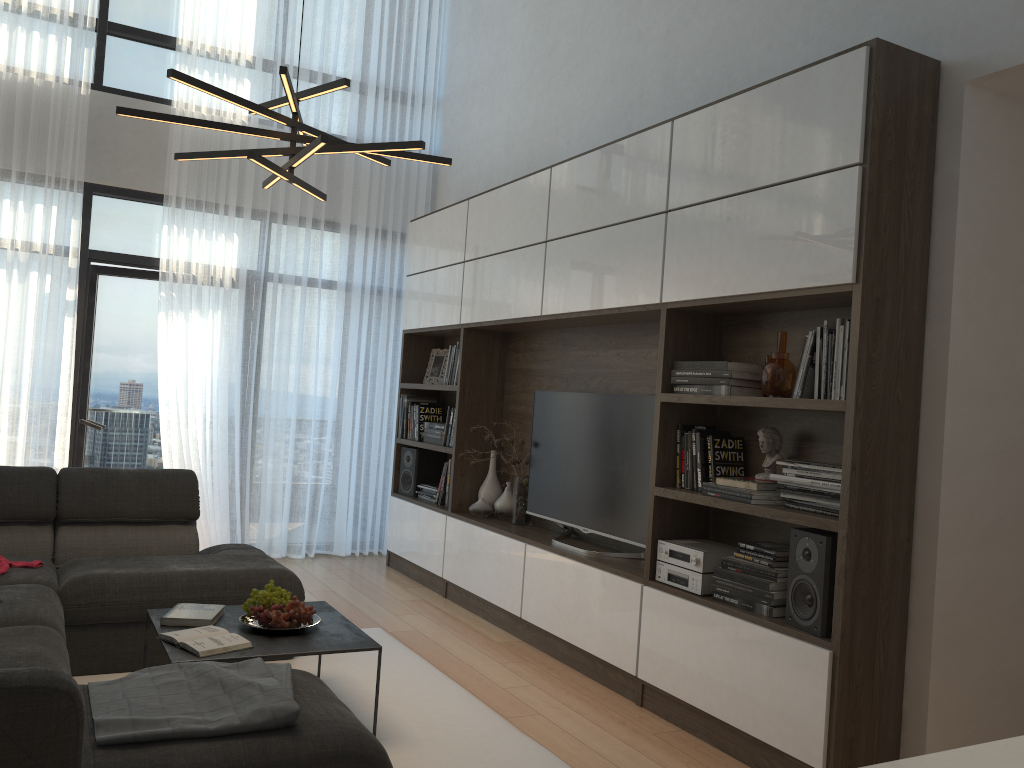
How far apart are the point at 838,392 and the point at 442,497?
3.2 meters

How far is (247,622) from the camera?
3.3m

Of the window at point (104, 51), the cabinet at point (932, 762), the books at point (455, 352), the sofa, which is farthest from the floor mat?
the window at point (104, 51)

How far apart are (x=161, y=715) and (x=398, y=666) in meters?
2.0

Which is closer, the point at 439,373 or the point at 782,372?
the point at 782,372

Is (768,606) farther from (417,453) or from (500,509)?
(417,453)

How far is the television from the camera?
4.1 meters

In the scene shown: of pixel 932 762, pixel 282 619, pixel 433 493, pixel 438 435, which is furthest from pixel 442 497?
pixel 932 762

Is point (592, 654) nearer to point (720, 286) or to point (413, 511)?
point (720, 286)

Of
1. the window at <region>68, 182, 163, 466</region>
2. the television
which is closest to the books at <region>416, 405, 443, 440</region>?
the television
